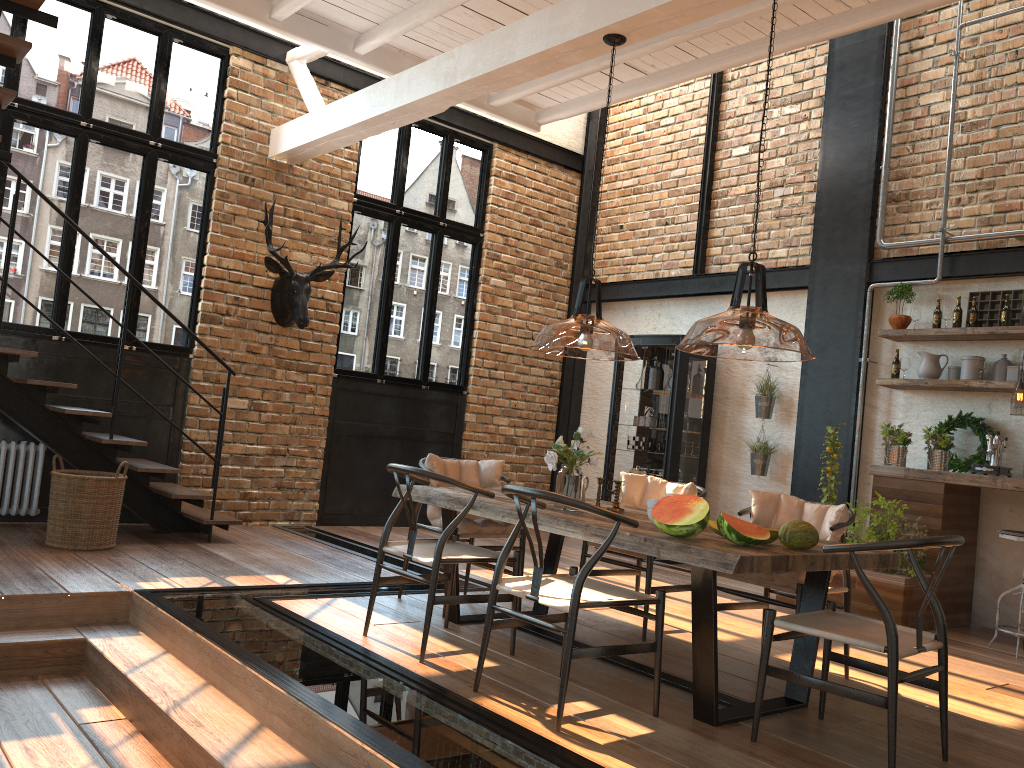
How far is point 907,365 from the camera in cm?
693

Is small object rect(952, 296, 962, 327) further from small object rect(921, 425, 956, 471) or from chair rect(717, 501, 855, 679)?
chair rect(717, 501, 855, 679)

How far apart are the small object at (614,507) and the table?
0.1m

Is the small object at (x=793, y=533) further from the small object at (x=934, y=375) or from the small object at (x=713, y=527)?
the small object at (x=934, y=375)

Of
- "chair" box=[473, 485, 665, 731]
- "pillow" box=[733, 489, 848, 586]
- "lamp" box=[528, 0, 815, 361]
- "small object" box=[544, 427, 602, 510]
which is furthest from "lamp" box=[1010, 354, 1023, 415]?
"chair" box=[473, 485, 665, 731]

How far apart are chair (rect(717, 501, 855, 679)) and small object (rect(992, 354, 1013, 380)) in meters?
2.9 m

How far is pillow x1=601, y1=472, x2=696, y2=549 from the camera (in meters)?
5.41

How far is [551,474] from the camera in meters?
10.1 m

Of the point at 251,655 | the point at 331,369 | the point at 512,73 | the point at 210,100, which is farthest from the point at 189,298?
the point at 251,655

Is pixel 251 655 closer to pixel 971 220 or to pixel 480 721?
pixel 480 721
